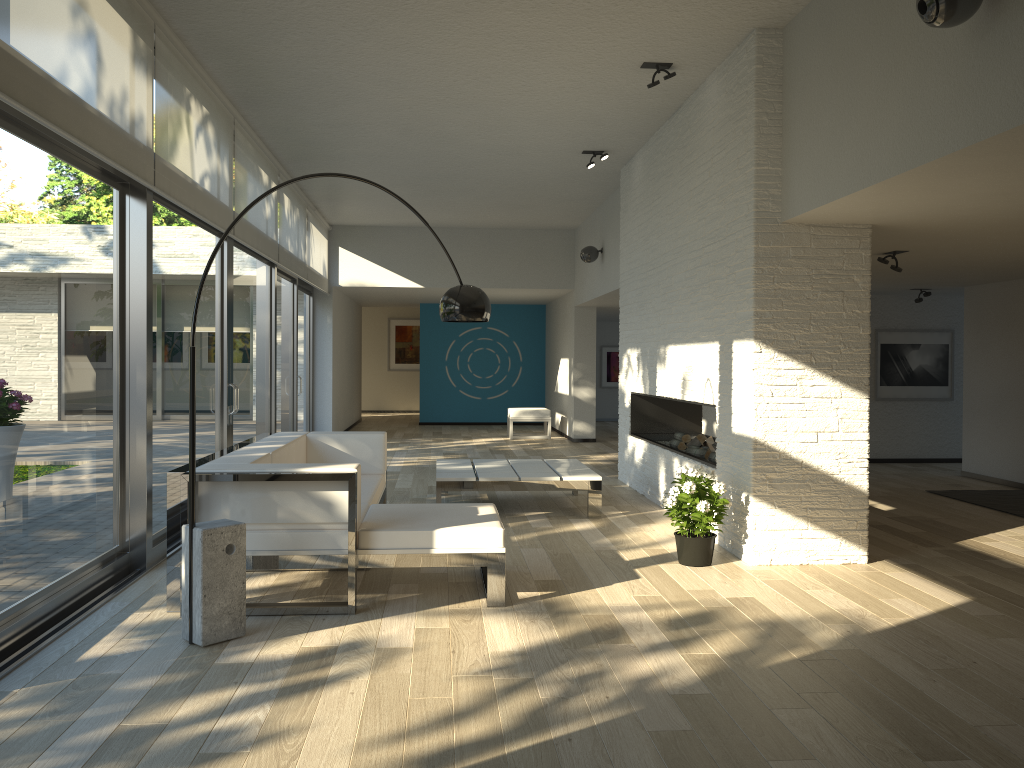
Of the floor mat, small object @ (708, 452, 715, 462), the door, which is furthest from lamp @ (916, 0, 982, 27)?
the floor mat

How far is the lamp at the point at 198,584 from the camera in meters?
3.6

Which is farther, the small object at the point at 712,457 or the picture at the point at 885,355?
the picture at the point at 885,355

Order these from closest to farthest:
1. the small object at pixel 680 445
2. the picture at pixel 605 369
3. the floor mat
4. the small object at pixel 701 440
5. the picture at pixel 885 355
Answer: the small object at pixel 701 440, the floor mat, the small object at pixel 680 445, the picture at pixel 885 355, the picture at pixel 605 369

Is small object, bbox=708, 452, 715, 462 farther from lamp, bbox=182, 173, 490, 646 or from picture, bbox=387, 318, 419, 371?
picture, bbox=387, 318, 419, 371

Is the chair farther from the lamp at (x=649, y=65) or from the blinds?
the lamp at (x=649, y=65)

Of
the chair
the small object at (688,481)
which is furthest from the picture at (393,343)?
the small object at (688,481)

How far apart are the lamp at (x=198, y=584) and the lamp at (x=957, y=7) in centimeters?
241cm

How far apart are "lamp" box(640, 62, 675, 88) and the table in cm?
287

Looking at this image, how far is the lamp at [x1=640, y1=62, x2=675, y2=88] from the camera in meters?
5.6 m
